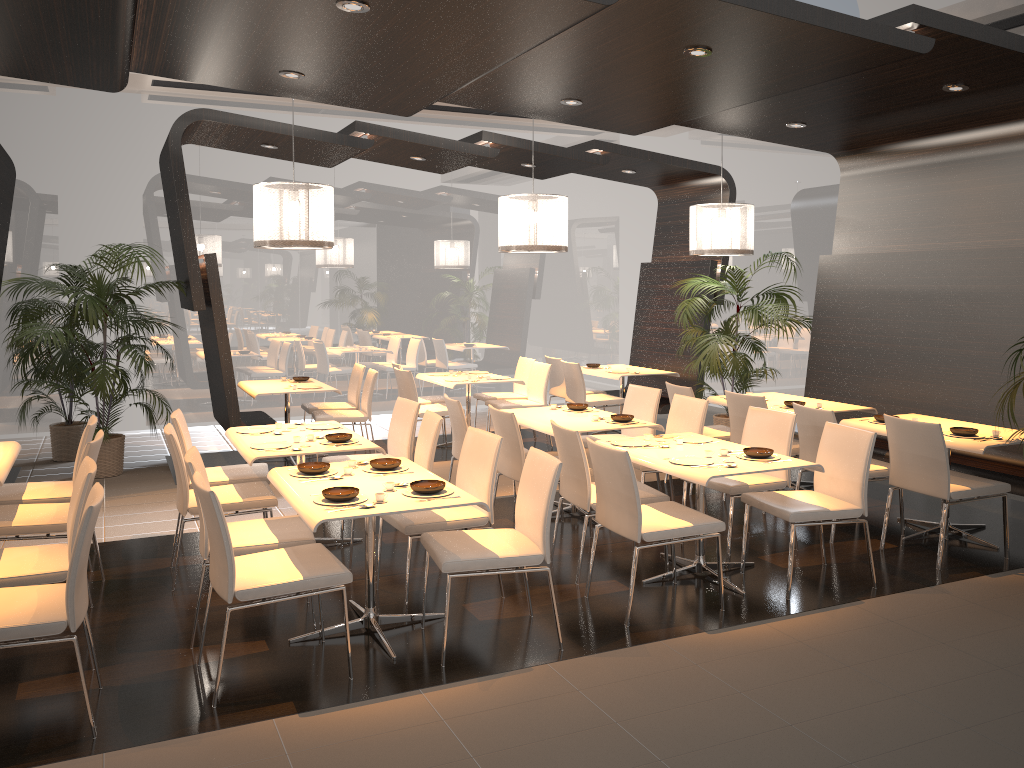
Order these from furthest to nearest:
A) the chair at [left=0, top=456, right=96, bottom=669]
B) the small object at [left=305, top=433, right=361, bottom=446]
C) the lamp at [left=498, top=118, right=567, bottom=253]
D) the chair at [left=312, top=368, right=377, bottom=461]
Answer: the chair at [left=312, top=368, right=377, bottom=461], the lamp at [left=498, top=118, right=567, bottom=253], the small object at [left=305, top=433, right=361, bottom=446], the chair at [left=0, top=456, right=96, bottom=669]

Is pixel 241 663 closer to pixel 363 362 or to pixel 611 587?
pixel 611 587

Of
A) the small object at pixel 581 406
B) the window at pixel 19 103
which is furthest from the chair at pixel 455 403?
the window at pixel 19 103

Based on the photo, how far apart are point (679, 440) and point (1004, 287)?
3.1 meters

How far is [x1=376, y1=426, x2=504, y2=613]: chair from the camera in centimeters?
464cm

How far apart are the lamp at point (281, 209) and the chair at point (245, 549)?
2.6 meters

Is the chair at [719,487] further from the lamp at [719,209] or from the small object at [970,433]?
the lamp at [719,209]

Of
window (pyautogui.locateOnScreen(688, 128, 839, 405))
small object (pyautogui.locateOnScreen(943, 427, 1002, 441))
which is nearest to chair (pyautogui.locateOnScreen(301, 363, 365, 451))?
window (pyautogui.locateOnScreen(688, 128, 839, 405))

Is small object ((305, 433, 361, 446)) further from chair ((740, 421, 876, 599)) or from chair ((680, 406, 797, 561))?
chair ((740, 421, 876, 599))

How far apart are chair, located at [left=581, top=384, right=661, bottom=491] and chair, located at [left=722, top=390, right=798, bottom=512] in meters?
0.5 m
